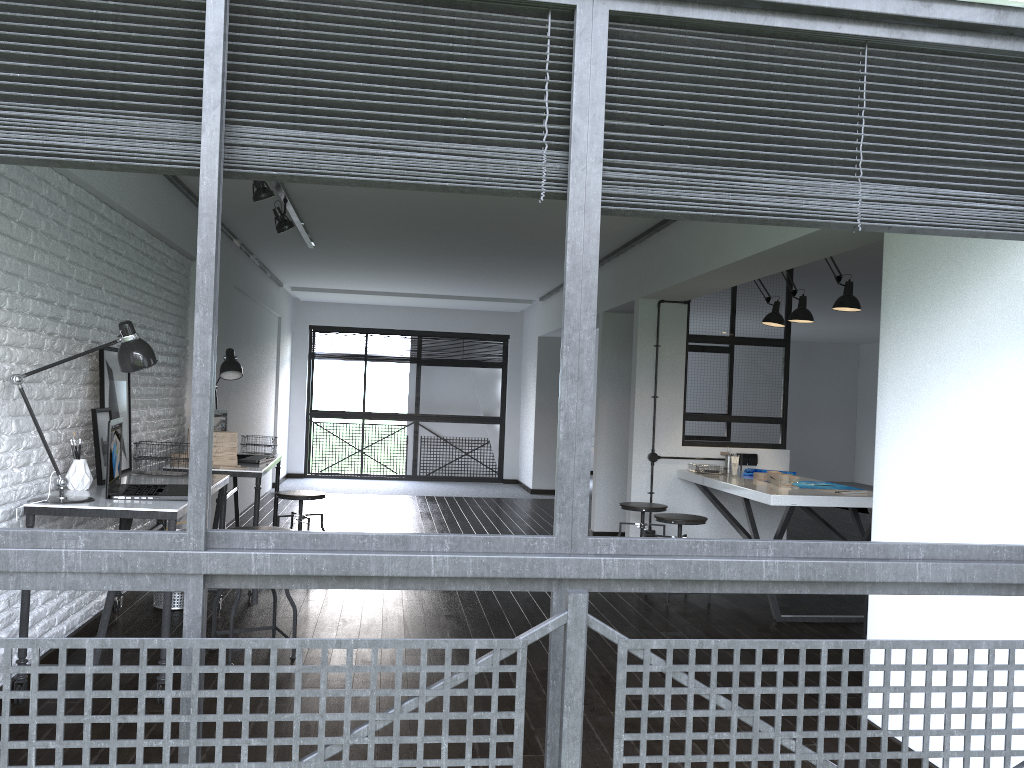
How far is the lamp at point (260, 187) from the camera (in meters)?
4.68

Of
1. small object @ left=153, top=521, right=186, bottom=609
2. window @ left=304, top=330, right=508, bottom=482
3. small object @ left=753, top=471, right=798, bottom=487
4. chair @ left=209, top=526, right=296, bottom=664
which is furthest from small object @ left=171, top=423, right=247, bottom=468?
window @ left=304, top=330, right=508, bottom=482

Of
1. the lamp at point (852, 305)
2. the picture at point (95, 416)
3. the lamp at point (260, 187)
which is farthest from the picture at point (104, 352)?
the lamp at point (852, 305)

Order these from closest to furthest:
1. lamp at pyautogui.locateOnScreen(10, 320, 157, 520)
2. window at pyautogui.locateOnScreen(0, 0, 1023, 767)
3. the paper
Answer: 1. window at pyautogui.locateOnScreen(0, 0, 1023, 767)
2. lamp at pyautogui.locateOnScreen(10, 320, 157, 520)
3. the paper

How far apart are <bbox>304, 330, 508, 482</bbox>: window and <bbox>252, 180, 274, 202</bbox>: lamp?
7.36m

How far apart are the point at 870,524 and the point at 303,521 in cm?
346

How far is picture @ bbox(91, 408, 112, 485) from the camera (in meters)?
3.83

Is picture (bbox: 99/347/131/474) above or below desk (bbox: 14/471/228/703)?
above

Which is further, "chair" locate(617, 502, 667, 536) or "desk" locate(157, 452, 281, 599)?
"chair" locate(617, 502, 667, 536)

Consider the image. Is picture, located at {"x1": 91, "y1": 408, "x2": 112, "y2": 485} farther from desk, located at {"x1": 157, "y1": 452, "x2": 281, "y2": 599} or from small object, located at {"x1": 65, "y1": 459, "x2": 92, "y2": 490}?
desk, located at {"x1": 157, "y1": 452, "x2": 281, "y2": 599}
